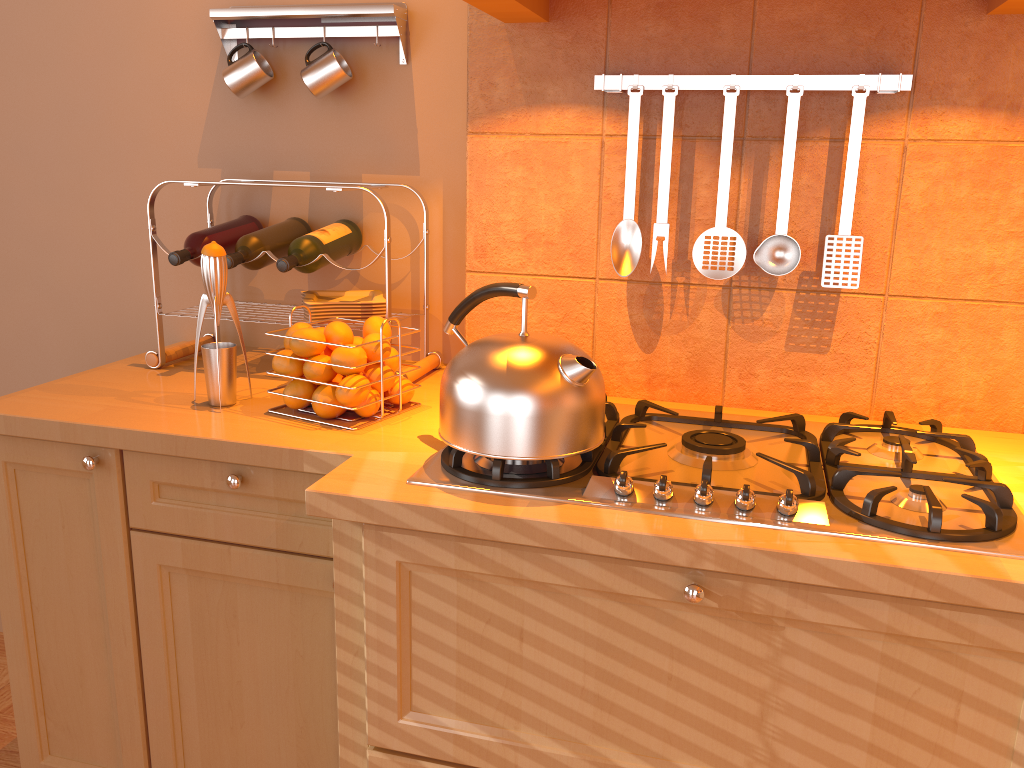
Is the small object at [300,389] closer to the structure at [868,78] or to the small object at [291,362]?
the small object at [291,362]

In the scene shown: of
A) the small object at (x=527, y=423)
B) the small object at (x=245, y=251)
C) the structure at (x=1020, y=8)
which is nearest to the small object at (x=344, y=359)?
the small object at (x=527, y=423)

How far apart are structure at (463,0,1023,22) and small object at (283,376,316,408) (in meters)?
0.67

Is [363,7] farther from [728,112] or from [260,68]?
[728,112]

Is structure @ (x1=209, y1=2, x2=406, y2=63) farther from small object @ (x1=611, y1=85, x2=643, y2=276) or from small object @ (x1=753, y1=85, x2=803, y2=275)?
small object @ (x1=753, y1=85, x2=803, y2=275)

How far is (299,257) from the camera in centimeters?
168cm

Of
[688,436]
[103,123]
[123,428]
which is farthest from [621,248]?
[103,123]

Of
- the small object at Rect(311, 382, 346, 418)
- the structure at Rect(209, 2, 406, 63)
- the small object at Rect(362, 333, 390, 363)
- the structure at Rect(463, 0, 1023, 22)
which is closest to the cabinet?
the small object at Rect(311, 382, 346, 418)

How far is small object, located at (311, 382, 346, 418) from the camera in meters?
1.5 m

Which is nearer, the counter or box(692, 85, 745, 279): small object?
the counter
